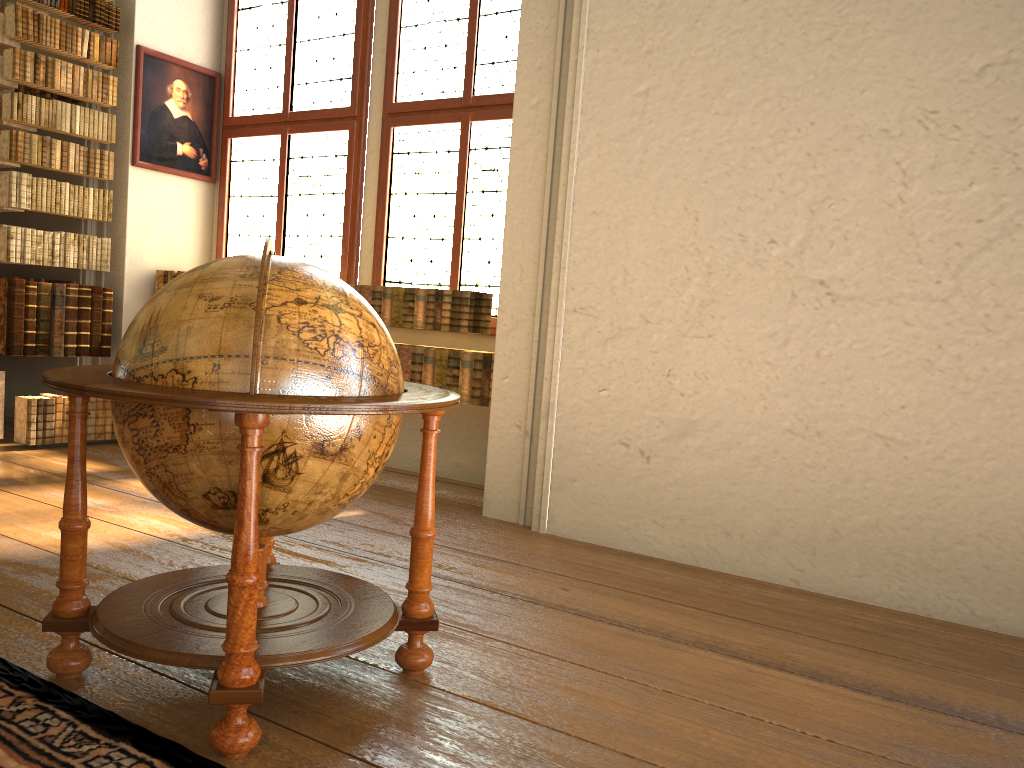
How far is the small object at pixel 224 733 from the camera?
2.4 meters

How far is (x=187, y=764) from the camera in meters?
2.3 m

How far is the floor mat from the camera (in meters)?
2.28

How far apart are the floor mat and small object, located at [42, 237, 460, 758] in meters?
0.0

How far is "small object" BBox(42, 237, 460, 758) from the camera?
2.4m

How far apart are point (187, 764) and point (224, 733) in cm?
12

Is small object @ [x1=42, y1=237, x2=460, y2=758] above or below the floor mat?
above

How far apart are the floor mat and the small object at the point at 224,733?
0.0m
